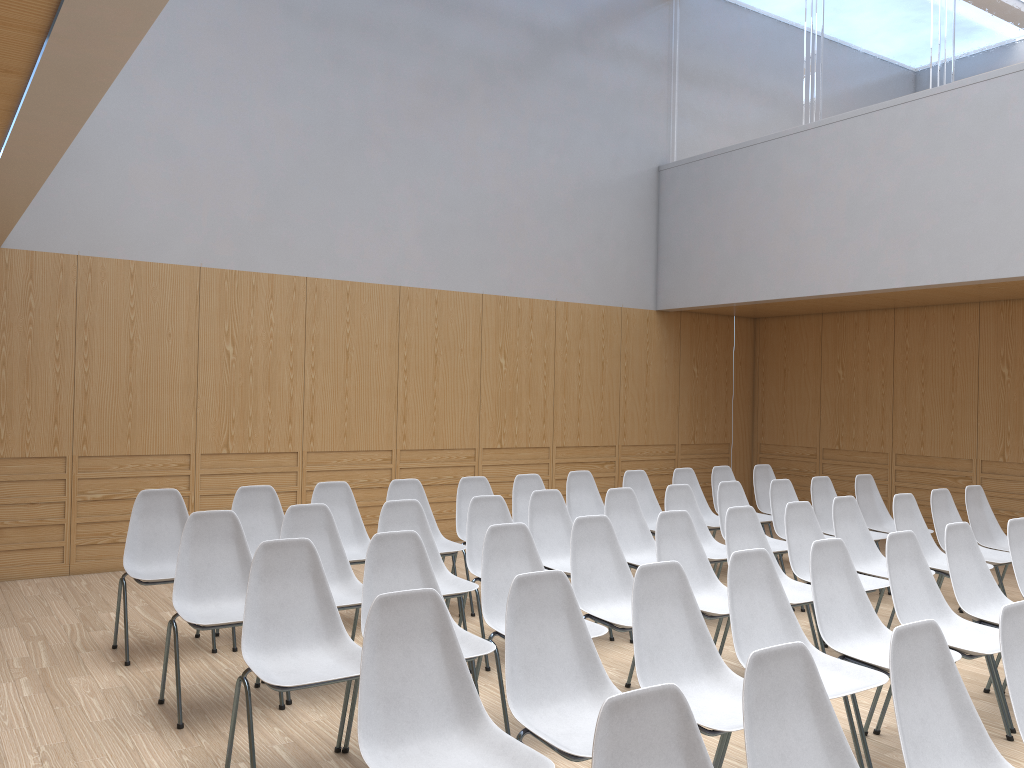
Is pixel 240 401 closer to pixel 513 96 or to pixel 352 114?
pixel 352 114

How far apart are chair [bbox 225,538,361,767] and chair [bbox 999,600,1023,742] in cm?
209

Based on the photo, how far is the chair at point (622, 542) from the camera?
5.7m

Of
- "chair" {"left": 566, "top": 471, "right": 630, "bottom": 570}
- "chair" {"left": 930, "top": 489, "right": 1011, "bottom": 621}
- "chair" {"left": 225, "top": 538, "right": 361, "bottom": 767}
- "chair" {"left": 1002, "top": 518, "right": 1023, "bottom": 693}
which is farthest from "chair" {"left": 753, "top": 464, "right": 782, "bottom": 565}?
"chair" {"left": 225, "top": 538, "right": 361, "bottom": 767}

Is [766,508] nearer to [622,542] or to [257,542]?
[622,542]

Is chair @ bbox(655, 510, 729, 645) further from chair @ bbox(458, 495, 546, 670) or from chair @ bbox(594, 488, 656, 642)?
chair @ bbox(458, 495, 546, 670)

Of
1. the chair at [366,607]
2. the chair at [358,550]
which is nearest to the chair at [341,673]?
the chair at [366,607]

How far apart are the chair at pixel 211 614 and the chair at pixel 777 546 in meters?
3.4

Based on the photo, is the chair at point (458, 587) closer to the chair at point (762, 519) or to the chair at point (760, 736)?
the chair at point (760, 736)

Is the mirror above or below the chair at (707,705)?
above
